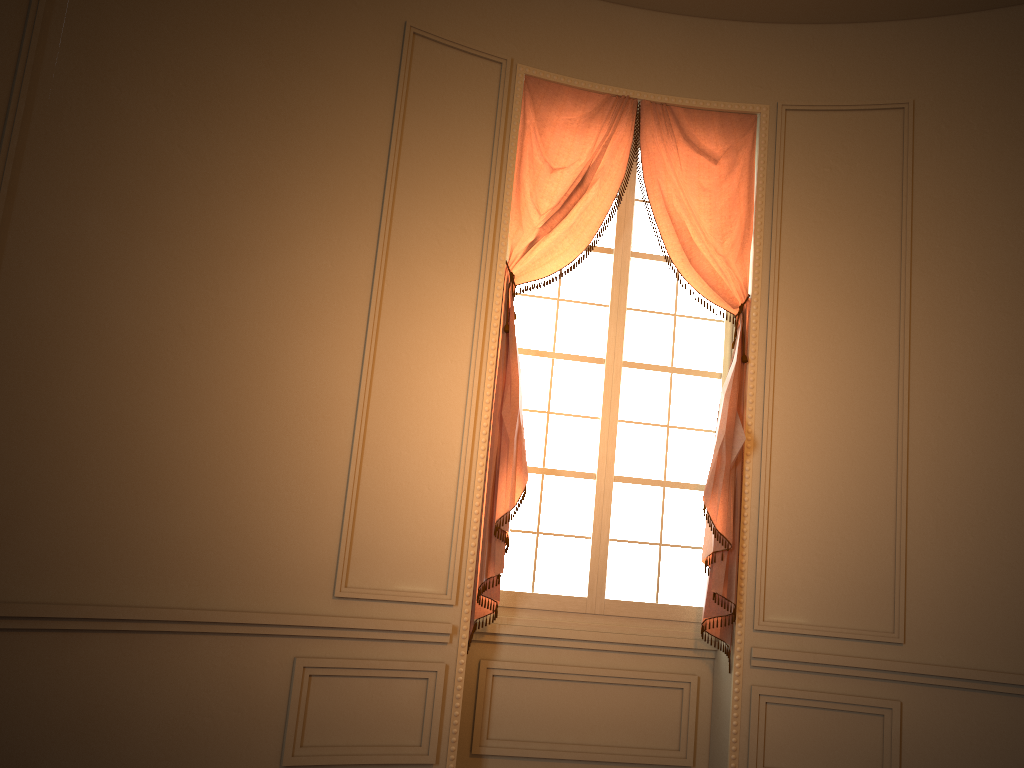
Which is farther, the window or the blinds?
the window

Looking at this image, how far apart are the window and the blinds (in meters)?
0.13

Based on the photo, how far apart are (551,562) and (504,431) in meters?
0.8 m

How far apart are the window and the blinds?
0.13m

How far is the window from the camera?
4.5 meters

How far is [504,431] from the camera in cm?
426

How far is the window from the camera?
4.5 meters

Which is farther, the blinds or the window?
the window
